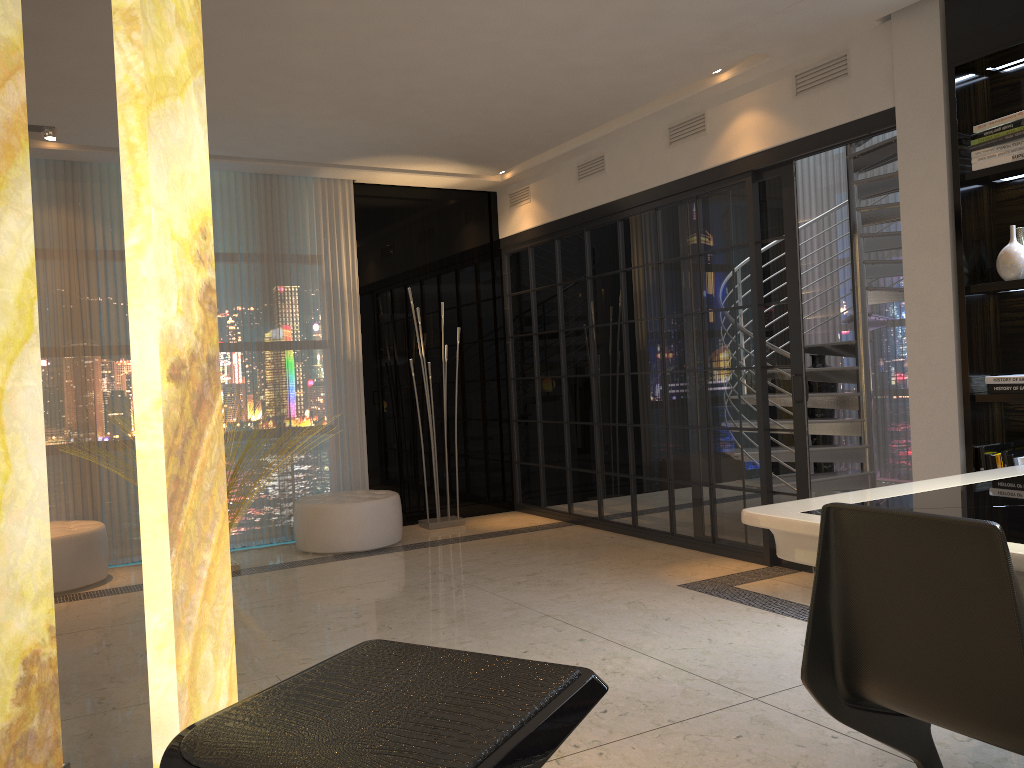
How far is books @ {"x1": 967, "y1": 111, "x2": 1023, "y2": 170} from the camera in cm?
354

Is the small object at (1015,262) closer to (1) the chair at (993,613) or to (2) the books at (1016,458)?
(2) the books at (1016,458)

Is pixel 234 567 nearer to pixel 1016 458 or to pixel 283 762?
pixel 1016 458

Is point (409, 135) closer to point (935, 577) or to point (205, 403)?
point (205, 403)

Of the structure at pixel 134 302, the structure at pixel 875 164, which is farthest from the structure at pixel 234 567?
the structure at pixel 875 164

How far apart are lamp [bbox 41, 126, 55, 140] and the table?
4.9 meters

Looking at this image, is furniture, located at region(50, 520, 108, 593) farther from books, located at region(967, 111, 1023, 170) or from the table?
books, located at region(967, 111, 1023, 170)

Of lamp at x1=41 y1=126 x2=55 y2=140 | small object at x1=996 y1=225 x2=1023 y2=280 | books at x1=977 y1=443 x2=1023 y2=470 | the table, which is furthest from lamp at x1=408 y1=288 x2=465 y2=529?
the table

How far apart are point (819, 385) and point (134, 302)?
7.0 meters

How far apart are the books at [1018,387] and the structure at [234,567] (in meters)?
4.24
